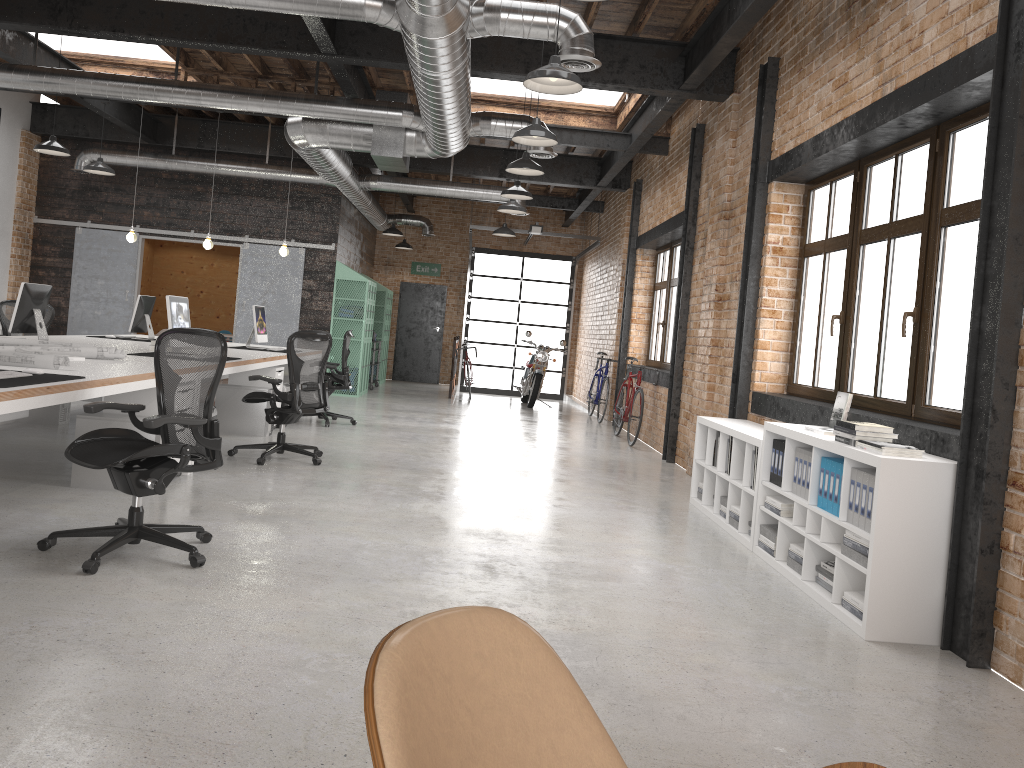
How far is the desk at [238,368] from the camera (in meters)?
7.34

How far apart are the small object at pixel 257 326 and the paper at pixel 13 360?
4.8m

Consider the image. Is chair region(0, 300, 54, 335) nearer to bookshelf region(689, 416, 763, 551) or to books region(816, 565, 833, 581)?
bookshelf region(689, 416, 763, 551)

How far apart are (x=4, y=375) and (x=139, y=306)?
5.7m

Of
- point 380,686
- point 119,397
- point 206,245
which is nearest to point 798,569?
point 380,686

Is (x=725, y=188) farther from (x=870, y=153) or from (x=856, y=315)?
(x=856, y=315)

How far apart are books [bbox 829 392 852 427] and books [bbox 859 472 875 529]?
1.2 meters

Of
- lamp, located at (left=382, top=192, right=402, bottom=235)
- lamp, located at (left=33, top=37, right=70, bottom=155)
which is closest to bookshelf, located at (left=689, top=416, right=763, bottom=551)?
lamp, located at (left=33, top=37, right=70, bottom=155)

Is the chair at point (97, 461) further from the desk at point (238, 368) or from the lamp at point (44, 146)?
the lamp at point (44, 146)

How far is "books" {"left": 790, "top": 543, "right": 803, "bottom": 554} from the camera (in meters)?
4.80
